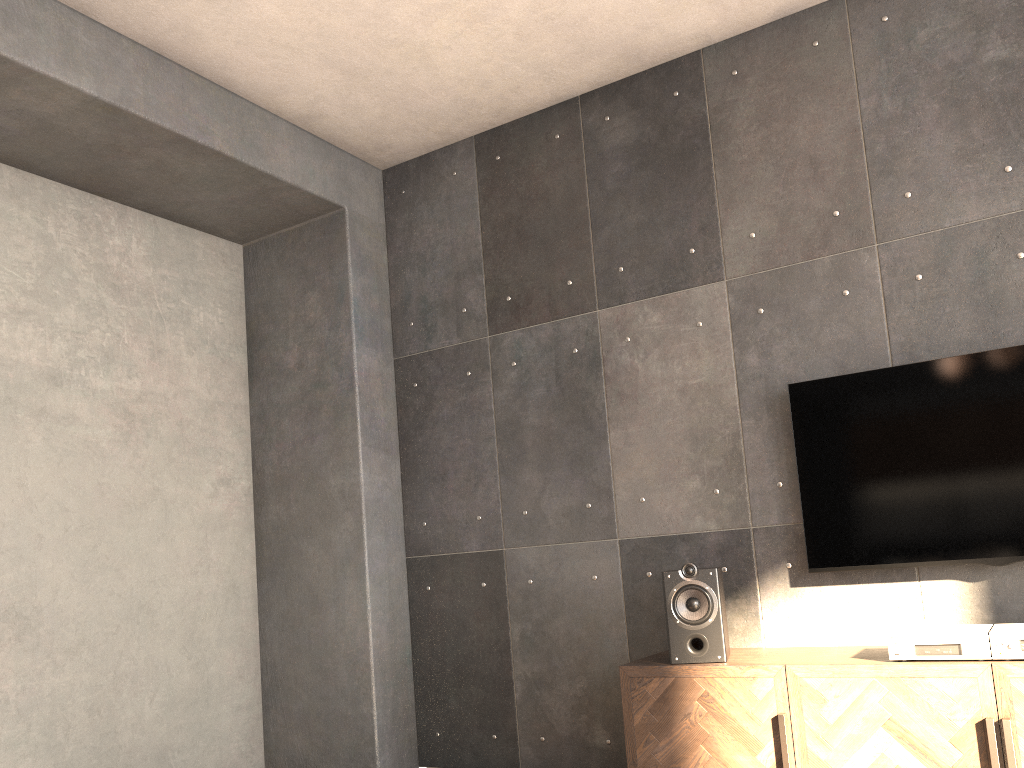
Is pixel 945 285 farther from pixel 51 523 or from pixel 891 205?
pixel 51 523

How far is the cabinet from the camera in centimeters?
255cm

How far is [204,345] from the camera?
4.47m

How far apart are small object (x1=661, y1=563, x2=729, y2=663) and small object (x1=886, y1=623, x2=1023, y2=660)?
0.54m

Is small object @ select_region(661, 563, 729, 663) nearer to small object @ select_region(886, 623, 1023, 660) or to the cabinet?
the cabinet

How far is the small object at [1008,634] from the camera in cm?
258

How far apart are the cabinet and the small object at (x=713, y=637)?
0.03m

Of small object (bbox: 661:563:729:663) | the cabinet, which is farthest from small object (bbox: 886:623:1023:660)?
small object (bbox: 661:563:729:663)

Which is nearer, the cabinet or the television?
the cabinet

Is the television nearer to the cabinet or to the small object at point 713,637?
the cabinet
